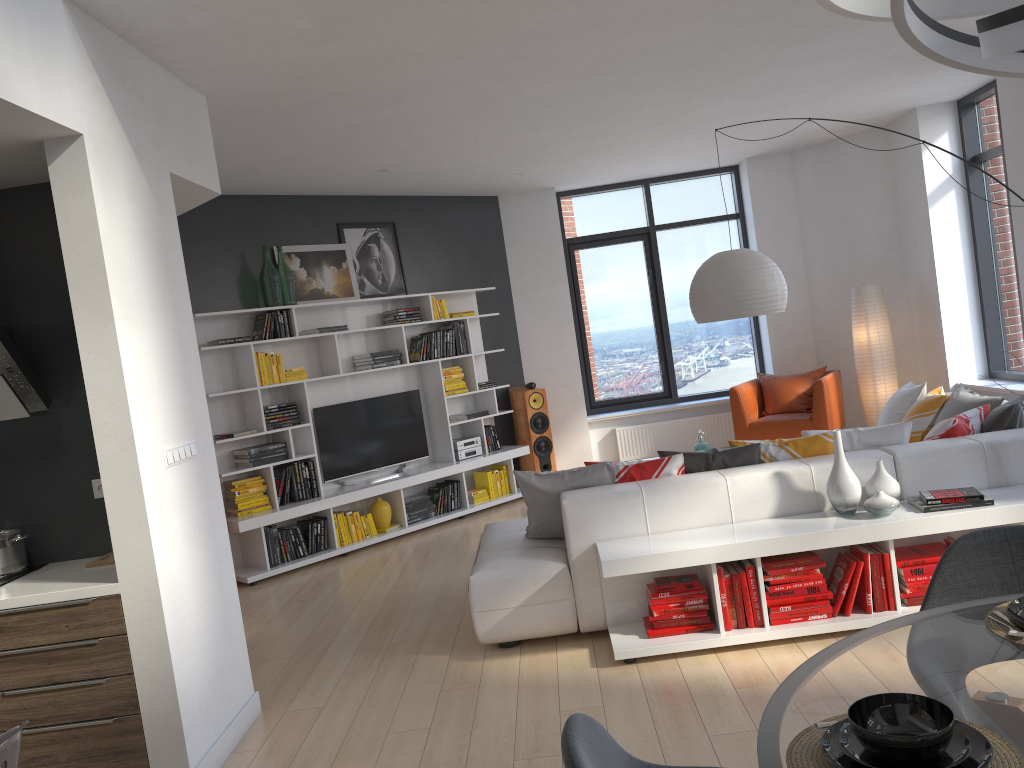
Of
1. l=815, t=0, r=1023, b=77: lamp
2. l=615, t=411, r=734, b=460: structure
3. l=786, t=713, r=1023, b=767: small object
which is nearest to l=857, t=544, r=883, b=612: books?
l=786, t=713, r=1023, b=767: small object

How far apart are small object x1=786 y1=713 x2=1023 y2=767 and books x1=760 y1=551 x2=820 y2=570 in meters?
2.5

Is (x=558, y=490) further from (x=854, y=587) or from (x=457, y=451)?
(x=457, y=451)

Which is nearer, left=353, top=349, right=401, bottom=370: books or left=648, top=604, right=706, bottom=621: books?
left=648, top=604, right=706, bottom=621: books

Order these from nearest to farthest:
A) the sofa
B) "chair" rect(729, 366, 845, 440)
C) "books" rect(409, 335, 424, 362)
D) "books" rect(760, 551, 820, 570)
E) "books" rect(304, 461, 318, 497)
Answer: "books" rect(760, 551, 820, 570) < the sofa < "books" rect(304, 461, 318, 497) < "chair" rect(729, 366, 845, 440) < "books" rect(409, 335, 424, 362)

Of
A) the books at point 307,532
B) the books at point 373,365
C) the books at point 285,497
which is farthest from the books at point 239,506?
the books at point 373,365

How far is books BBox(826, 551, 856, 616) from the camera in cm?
401

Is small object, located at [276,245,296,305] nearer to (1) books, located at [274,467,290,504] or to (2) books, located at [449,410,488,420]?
(1) books, located at [274,467,290,504]

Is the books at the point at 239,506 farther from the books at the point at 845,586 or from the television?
the books at the point at 845,586

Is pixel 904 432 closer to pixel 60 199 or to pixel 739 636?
pixel 739 636
